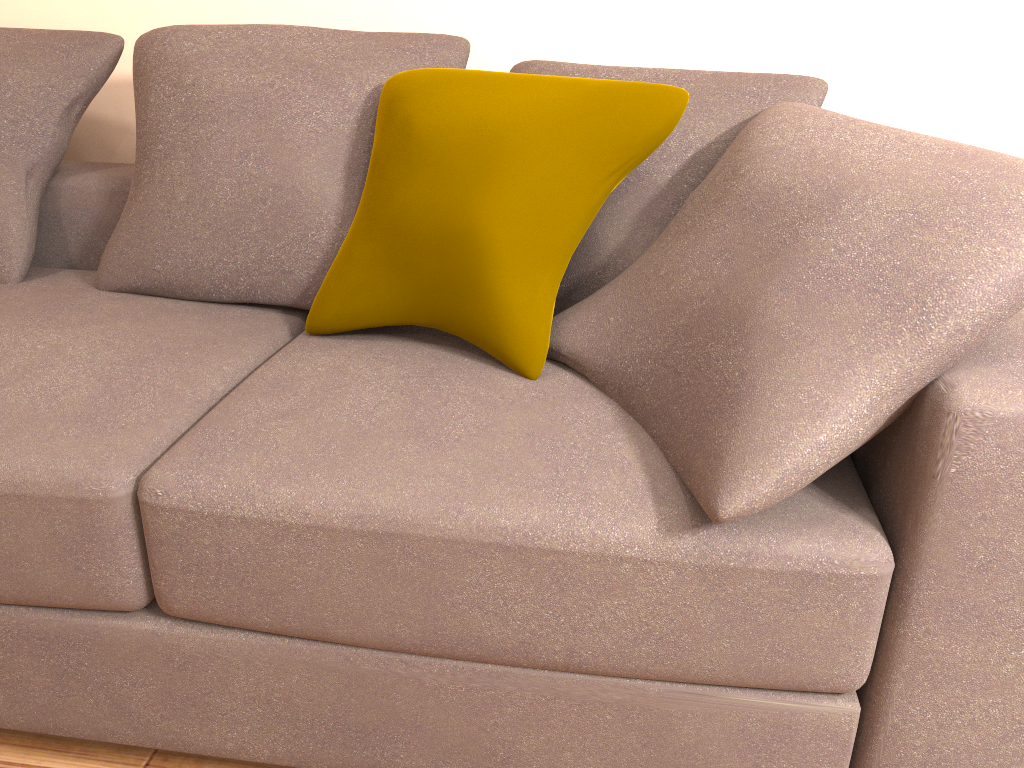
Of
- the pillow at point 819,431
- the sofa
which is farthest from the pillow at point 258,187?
the pillow at point 819,431

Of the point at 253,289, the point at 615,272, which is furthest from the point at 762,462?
the point at 253,289

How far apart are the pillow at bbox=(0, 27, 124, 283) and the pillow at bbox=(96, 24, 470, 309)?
0.2 meters

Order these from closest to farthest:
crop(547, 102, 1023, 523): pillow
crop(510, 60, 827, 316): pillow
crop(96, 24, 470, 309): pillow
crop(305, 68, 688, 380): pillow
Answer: crop(547, 102, 1023, 523): pillow, crop(305, 68, 688, 380): pillow, crop(510, 60, 827, 316): pillow, crop(96, 24, 470, 309): pillow

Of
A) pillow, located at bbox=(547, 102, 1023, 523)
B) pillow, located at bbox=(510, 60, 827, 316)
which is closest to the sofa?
pillow, located at bbox=(547, 102, 1023, 523)

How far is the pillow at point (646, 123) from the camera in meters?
1.5 m

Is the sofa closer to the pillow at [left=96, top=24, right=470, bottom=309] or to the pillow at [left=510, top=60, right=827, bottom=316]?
the pillow at [left=96, top=24, right=470, bottom=309]

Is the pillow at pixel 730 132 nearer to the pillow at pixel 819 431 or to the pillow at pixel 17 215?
the pillow at pixel 819 431

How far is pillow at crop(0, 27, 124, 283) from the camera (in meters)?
2.02

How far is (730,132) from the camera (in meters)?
1.63
